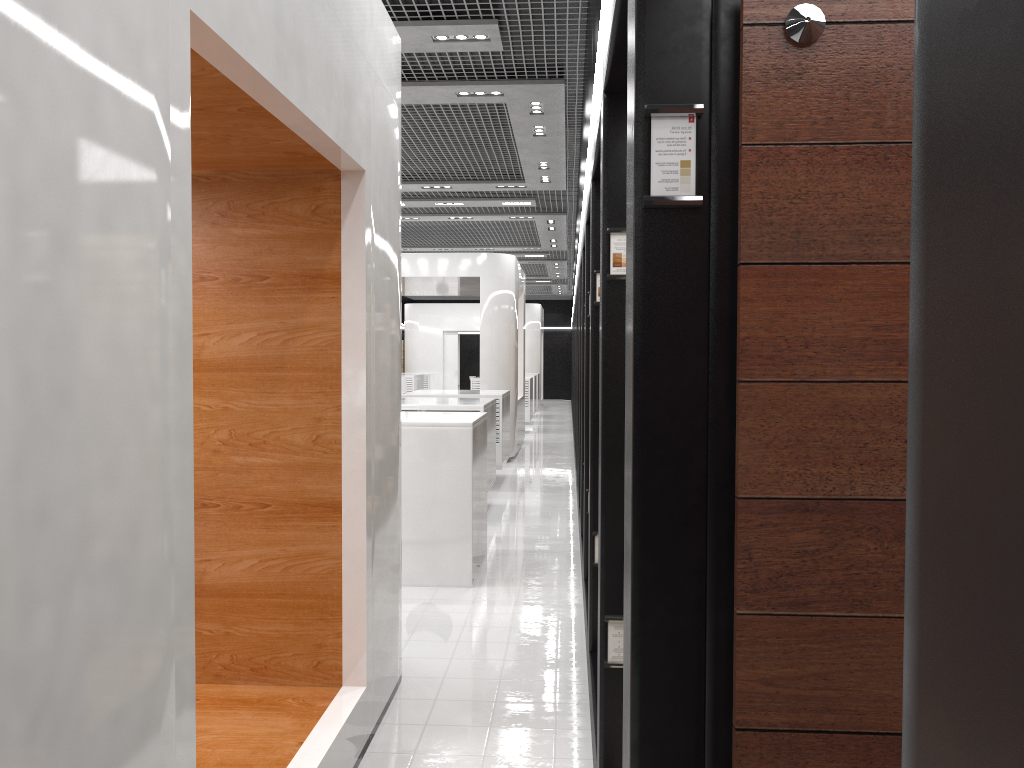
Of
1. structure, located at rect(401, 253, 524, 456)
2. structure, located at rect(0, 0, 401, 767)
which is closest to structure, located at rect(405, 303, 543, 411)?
structure, located at rect(401, 253, 524, 456)

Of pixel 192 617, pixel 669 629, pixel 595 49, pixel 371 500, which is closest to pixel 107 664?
pixel 192 617

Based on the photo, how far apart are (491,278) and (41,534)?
12.64m

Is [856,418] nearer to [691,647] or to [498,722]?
[691,647]

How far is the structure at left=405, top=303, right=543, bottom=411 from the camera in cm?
2723

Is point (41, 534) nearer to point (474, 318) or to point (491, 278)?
point (491, 278)

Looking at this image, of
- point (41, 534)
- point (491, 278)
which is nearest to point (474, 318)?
point (491, 278)

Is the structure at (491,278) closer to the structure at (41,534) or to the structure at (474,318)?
the structure at (41,534)

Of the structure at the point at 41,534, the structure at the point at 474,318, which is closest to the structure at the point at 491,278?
the structure at the point at 41,534

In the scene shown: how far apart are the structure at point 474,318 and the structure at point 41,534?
22.71m
